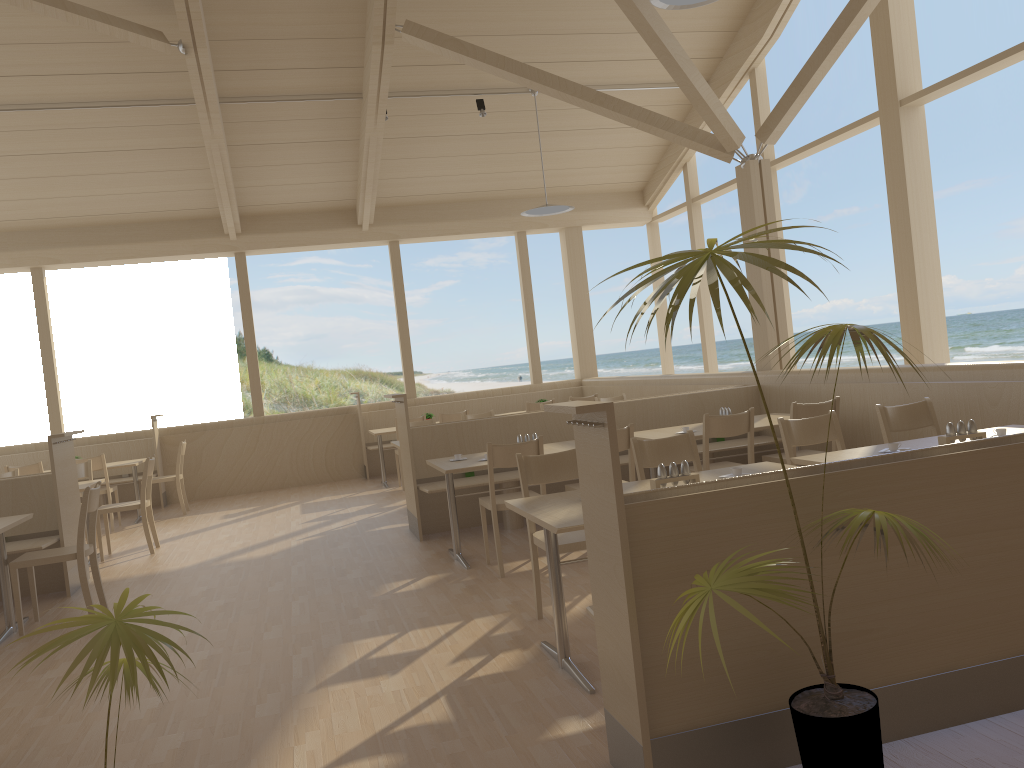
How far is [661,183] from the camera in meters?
11.5

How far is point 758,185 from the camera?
7.6m

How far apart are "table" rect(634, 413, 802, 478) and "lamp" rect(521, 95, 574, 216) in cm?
376

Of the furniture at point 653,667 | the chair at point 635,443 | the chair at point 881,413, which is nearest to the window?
the chair at point 881,413

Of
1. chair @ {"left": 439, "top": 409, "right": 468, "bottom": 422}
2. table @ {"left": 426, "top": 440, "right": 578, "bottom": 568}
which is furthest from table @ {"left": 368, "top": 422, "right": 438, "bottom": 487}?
table @ {"left": 426, "top": 440, "right": 578, "bottom": 568}

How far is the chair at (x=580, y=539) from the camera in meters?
3.9 m

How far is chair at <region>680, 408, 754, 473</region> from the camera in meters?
5.4

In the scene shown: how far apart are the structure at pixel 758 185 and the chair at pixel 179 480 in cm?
607

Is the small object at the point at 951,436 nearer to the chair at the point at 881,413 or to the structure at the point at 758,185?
the chair at the point at 881,413

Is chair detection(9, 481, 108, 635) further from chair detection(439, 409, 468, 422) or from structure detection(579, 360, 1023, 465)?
structure detection(579, 360, 1023, 465)
